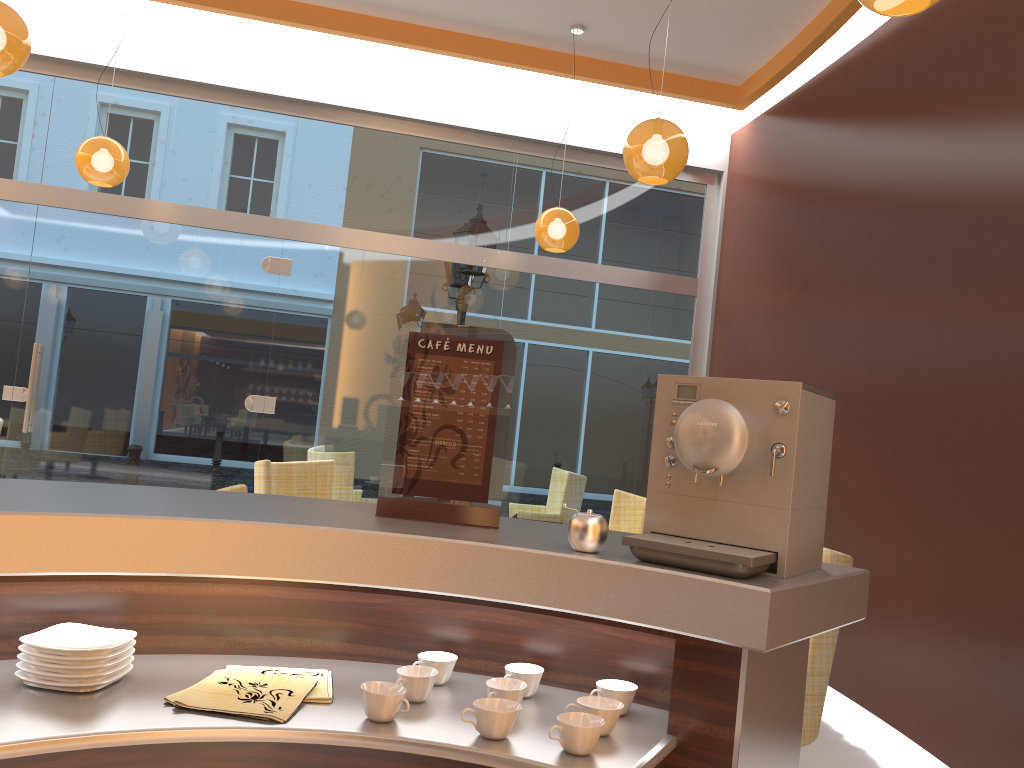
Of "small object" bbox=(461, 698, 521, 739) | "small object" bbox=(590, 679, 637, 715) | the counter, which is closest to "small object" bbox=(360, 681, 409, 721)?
the counter

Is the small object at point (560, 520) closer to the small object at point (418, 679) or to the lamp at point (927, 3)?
the small object at point (418, 679)

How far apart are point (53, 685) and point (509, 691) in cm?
72

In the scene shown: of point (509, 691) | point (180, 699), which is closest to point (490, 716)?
point (509, 691)

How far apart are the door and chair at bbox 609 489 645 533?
2.7m

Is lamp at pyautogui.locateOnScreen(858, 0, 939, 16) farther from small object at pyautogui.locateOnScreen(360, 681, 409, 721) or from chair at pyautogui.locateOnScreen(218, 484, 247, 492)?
chair at pyautogui.locateOnScreen(218, 484, 247, 492)

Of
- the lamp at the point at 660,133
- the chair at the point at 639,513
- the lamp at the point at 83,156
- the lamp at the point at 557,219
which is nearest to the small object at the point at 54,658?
the lamp at the point at 660,133

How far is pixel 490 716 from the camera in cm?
138

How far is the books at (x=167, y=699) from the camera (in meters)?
1.40

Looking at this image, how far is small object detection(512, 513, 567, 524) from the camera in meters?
3.2
